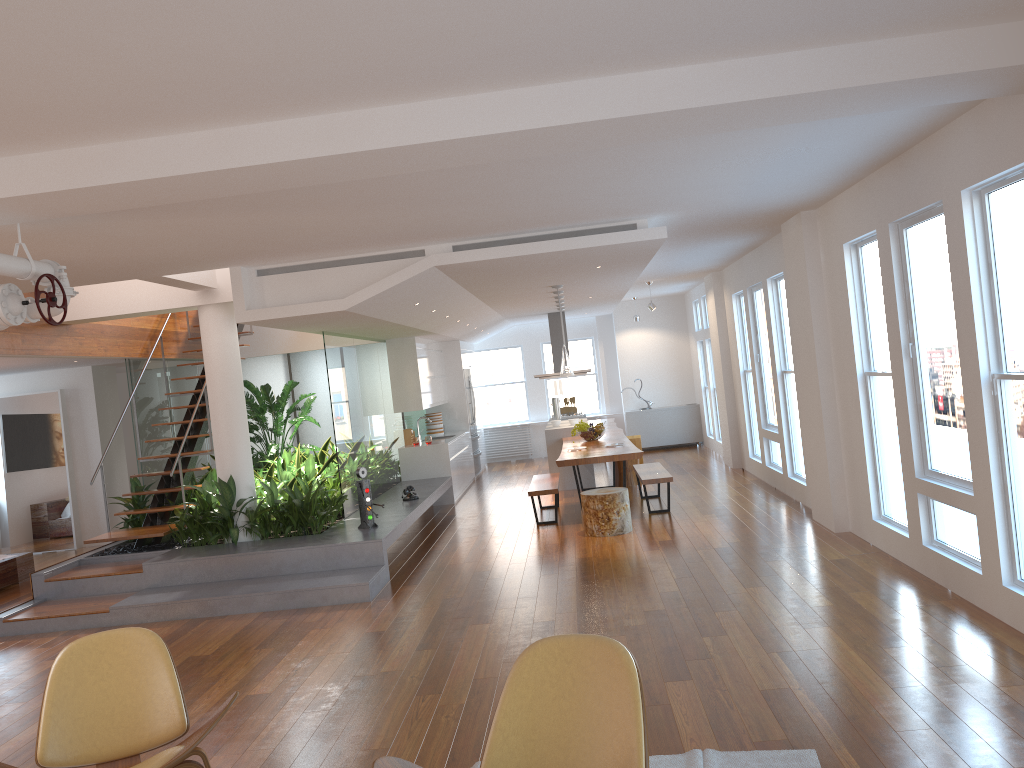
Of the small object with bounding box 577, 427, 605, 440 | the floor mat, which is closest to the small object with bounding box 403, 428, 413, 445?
the small object with bounding box 577, 427, 605, 440

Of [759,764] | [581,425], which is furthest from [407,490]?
[759,764]

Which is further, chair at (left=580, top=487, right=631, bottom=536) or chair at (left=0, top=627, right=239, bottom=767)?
chair at (left=580, top=487, right=631, bottom=536)

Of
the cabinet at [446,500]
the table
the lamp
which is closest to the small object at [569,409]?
the table

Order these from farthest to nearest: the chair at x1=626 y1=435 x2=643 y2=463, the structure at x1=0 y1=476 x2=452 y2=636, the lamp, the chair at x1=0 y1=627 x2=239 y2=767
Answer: the chair at x1=626 y1=435 x2=643 y2=463 → the lamp → the structure at x1=0 y1=476 x2=452 y2=636 → the chair at x1=0 y1=627 x2=239 y2=767

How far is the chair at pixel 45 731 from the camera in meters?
3.4 m

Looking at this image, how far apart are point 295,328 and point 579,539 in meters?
3.3

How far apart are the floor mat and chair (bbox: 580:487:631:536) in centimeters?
476cm

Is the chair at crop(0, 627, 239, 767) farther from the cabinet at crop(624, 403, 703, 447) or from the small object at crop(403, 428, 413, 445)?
the cabinet at crop(624, 403, 703, 447)

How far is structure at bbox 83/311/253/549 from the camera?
8.4 meters
